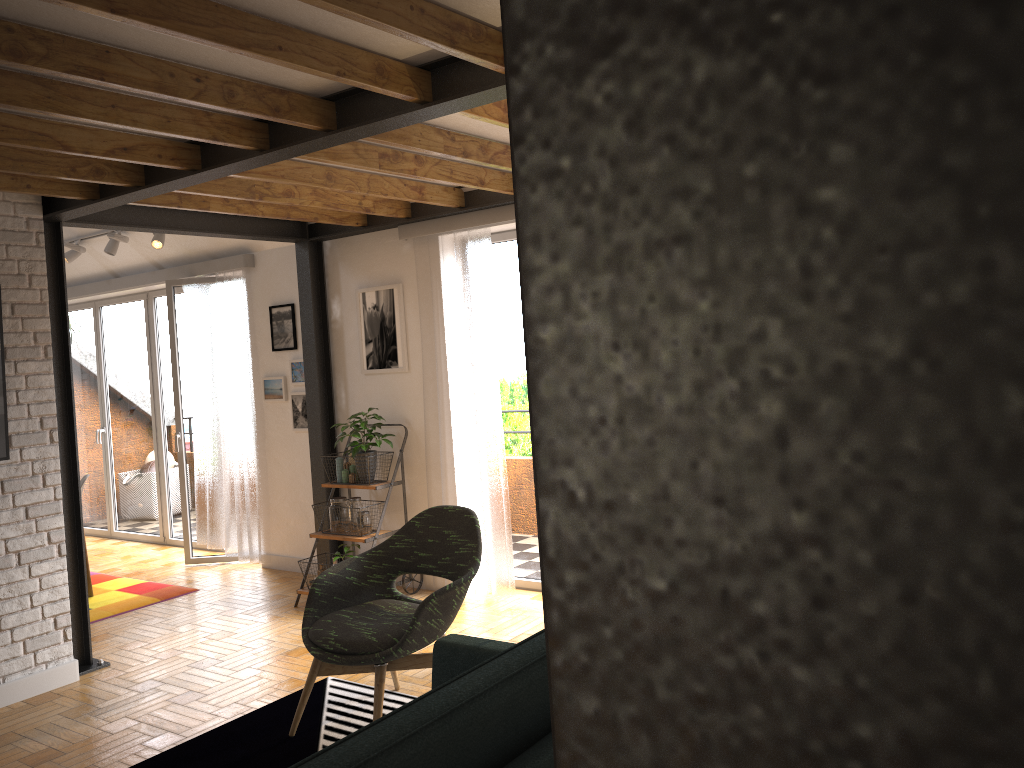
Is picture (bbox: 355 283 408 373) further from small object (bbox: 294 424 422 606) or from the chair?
the chair

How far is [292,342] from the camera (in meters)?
6.39

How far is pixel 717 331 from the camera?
0.1m

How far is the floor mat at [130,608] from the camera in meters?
5.8 m

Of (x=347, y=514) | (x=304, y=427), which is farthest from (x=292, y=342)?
(x=347, y=514)

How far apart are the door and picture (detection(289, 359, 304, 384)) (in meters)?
1.10

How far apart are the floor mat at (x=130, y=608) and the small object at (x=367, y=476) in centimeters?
145cm

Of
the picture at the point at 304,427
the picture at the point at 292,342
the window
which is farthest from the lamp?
the picture at the point at 304,427

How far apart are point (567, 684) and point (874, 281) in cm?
5

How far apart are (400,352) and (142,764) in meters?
2.9
